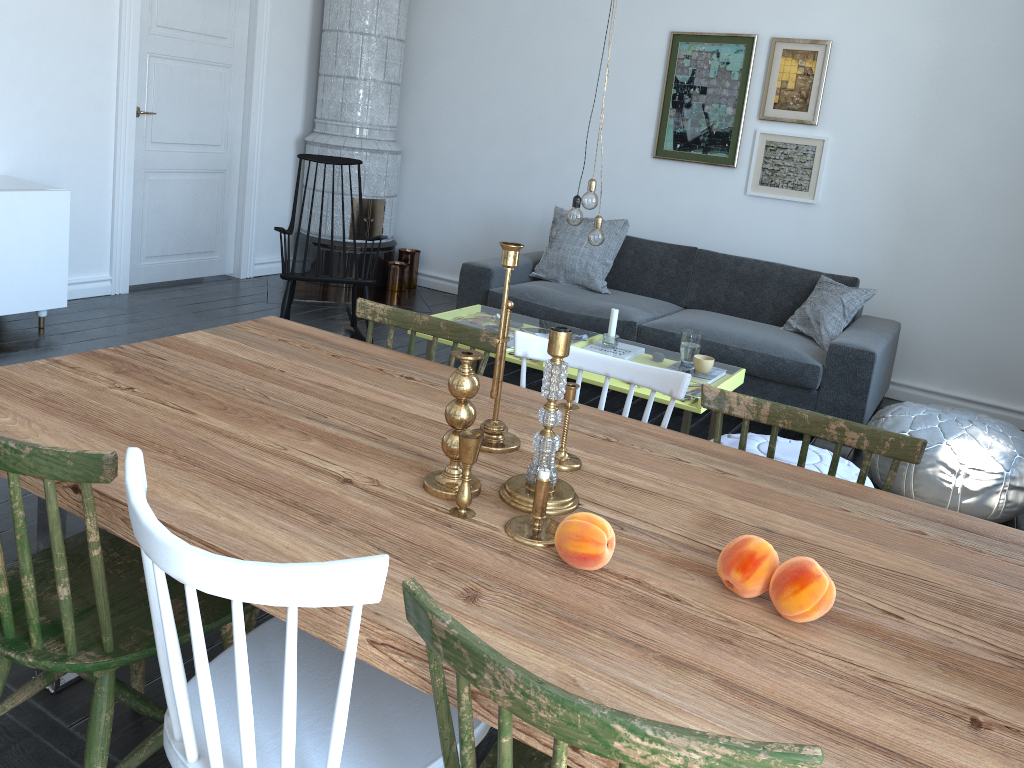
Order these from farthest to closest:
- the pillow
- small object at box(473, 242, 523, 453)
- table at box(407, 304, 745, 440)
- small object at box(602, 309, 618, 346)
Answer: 1. the pillow
2. small object at box(602, 309, 618, 346)
3. table at box(407, 304, 745, 440)
4. small object at box(473, 242, 523, 453)

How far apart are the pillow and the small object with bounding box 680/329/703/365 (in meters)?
1.12

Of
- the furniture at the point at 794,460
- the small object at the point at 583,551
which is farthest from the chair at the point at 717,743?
the furniture at the point at 794,460

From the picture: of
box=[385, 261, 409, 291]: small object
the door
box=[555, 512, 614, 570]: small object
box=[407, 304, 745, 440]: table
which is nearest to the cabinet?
the door

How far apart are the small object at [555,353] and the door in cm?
455

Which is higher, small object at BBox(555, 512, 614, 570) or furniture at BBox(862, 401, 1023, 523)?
small object at BBox(555, 512, 614, 570)

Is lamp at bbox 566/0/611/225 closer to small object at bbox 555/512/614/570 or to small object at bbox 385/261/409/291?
small object at bbox 555/512/614/570

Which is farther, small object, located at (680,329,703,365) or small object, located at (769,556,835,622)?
small object, located at (680,329,703,365)

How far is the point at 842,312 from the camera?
4.6m

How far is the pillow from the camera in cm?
462
